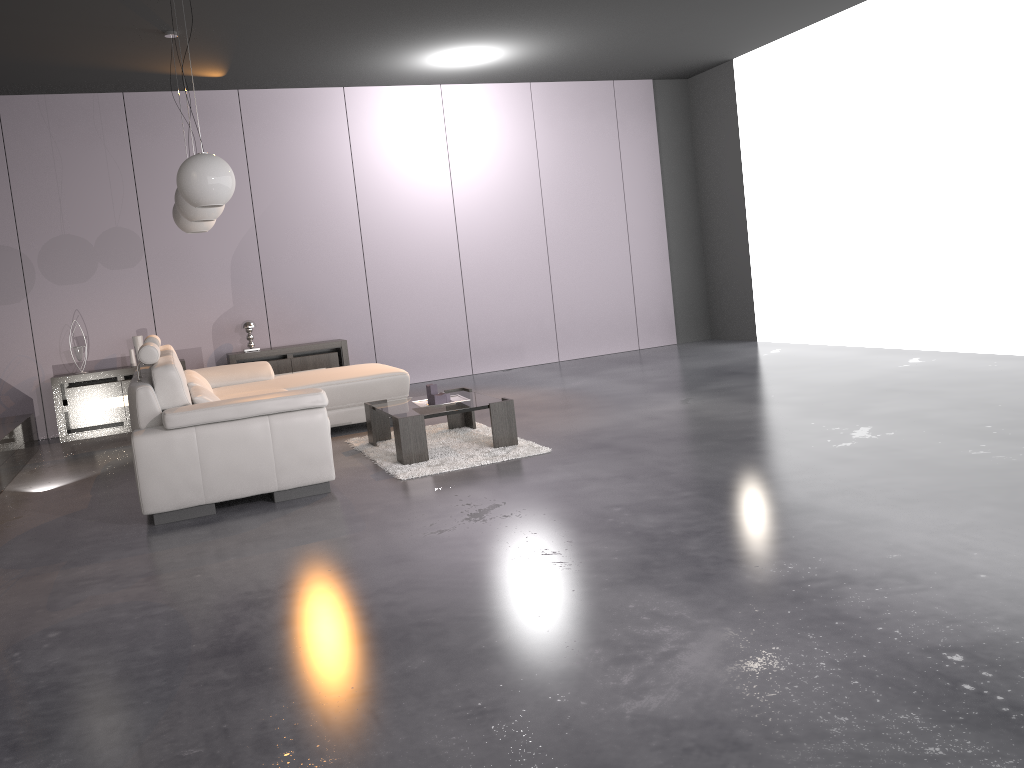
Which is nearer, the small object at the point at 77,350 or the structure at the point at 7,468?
the structure at the point at 7,468

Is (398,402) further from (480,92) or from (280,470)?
(480,92)

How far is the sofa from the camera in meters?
4.3 m

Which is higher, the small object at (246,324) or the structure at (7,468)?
the small object at (246,324)

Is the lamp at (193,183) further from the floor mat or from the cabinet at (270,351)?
the cabinet at (270,351)

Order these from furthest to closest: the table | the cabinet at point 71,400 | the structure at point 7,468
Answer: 1. the cabinet at point 71,400
2. the structure at point 7,468
3. the table

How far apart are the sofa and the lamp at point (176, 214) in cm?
89

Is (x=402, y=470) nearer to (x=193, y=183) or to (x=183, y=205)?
(x=193, y=183)

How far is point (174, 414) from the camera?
4.28m

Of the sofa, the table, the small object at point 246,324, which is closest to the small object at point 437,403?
the table
